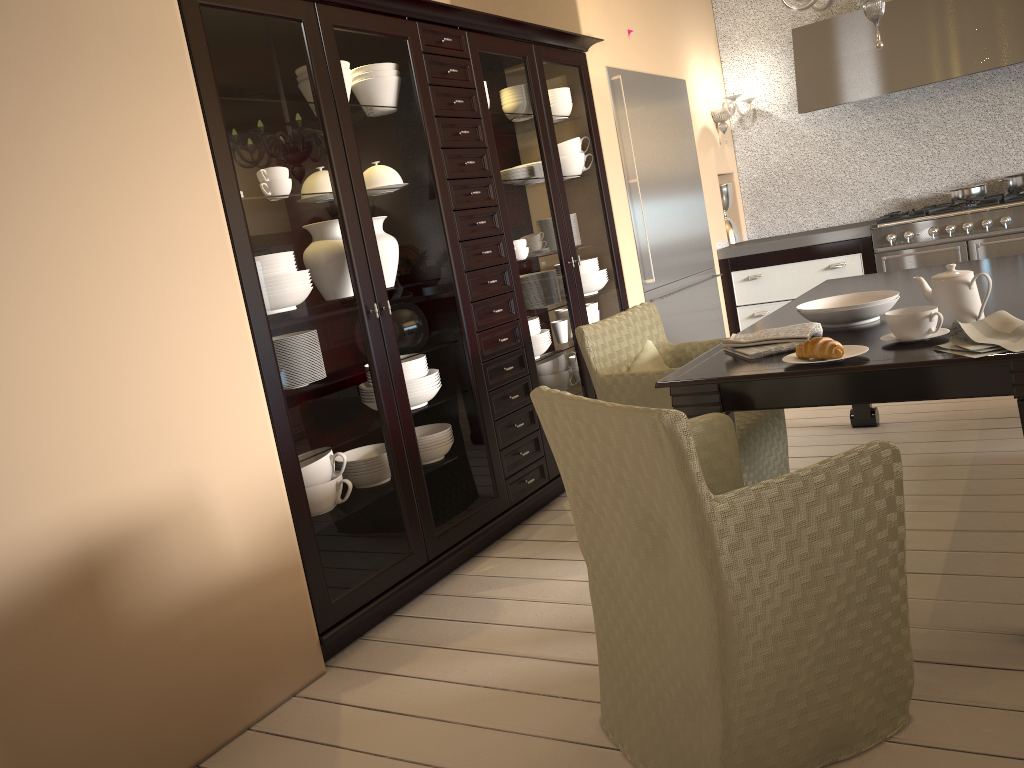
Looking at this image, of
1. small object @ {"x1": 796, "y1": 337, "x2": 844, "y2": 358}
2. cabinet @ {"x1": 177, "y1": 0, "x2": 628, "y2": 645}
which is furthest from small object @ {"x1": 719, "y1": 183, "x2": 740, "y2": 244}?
small object @ {"x1": 796, "y1": 337, "x2": 844, "y2": 358}

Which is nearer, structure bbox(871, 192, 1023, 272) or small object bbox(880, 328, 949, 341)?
small object bbox(880, 328, 949, 341)

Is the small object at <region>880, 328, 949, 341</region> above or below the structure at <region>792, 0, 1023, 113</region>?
below

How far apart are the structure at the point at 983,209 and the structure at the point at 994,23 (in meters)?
0.68

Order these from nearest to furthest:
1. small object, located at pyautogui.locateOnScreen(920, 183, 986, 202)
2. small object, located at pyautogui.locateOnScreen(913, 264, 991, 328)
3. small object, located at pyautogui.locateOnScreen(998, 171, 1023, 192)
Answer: small object, located at pyautogui.locateOnScreen(913, 264, 991, 328)
small object, located at pyautogui.locateOnScreen(998, 171, 1023, 192)
small object, located at pyautogui.locateOnScreen(920, 183, 986, 202)

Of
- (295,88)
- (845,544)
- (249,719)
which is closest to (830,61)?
(295,88)

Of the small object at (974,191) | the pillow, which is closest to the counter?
the small object at (974,191)

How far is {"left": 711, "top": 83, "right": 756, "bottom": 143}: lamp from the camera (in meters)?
5.44

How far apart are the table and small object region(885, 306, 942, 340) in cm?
2

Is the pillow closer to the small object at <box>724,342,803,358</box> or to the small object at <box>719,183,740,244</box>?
the small object at <box>724,342,803,358</box>
